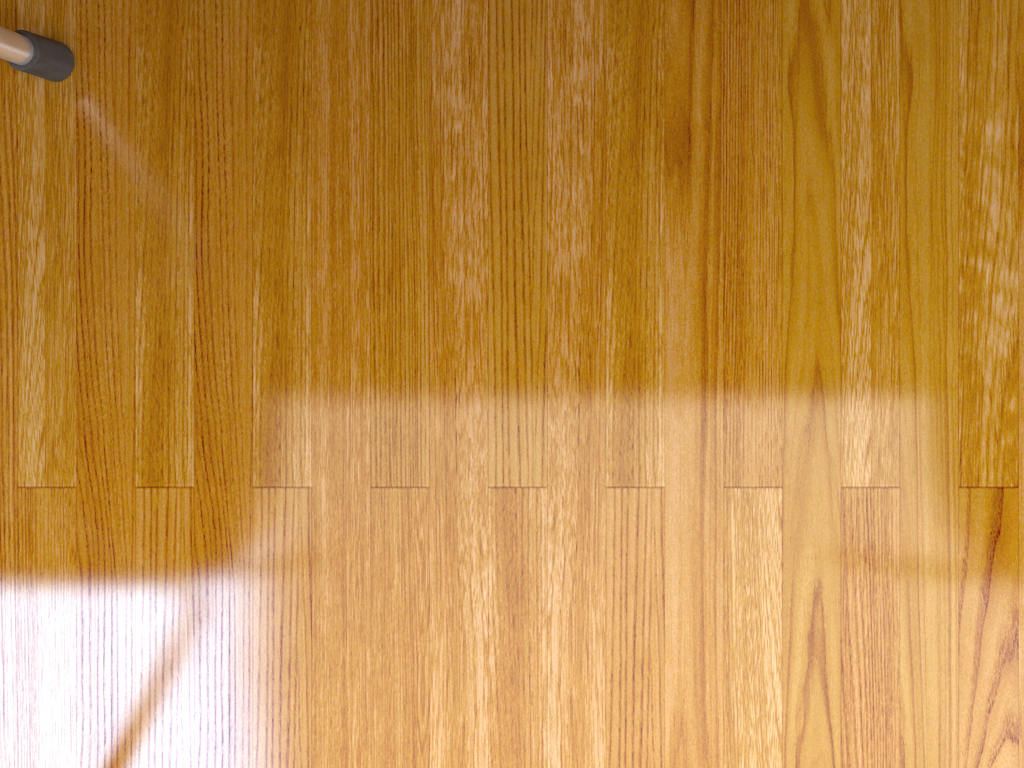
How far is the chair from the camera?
0.4m

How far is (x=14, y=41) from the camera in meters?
0.4

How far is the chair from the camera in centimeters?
36cm

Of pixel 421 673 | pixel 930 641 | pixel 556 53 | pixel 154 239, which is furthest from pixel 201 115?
pixel 930 641

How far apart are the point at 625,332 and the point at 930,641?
0.2 meters
